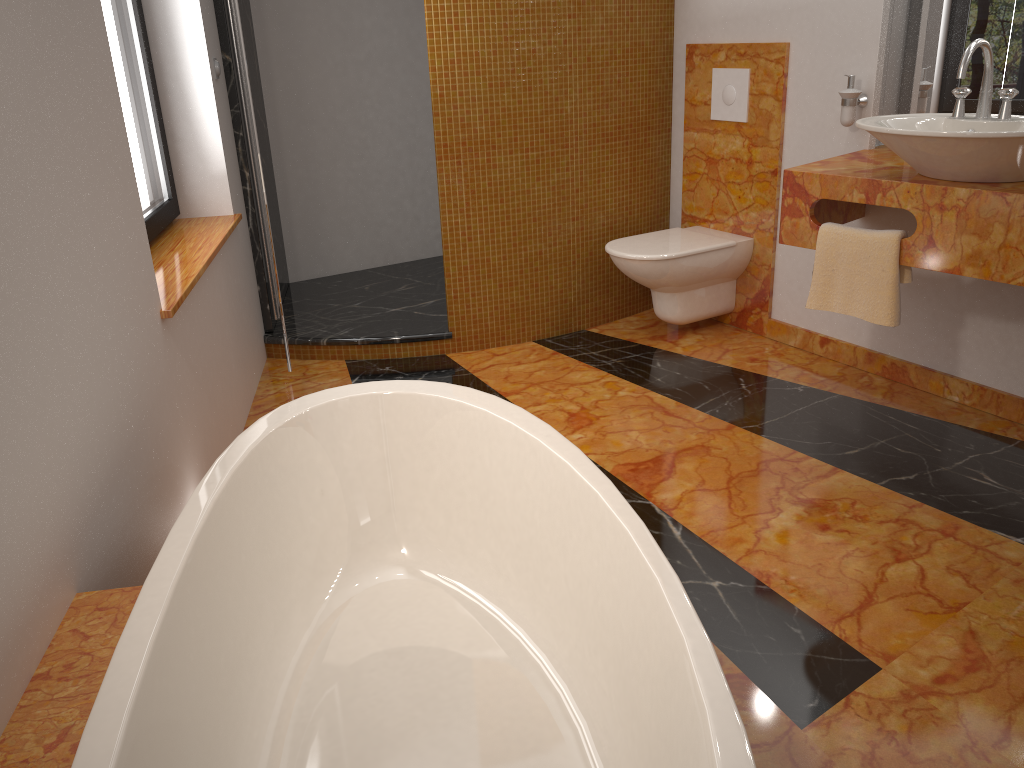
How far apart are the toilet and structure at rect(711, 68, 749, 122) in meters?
0.5 m

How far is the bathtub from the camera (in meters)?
1.24

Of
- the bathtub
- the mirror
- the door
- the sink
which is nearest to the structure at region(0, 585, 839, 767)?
the bathtub

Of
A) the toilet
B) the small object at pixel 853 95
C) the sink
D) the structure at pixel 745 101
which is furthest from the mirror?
the toilet

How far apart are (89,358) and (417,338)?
2.0 meters

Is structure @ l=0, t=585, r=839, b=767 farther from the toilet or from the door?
the toilet

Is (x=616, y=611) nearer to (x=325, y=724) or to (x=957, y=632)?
(x=325, y=724)

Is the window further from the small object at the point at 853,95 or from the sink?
the small object at the point at 853,95

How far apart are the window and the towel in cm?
210

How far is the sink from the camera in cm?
222
